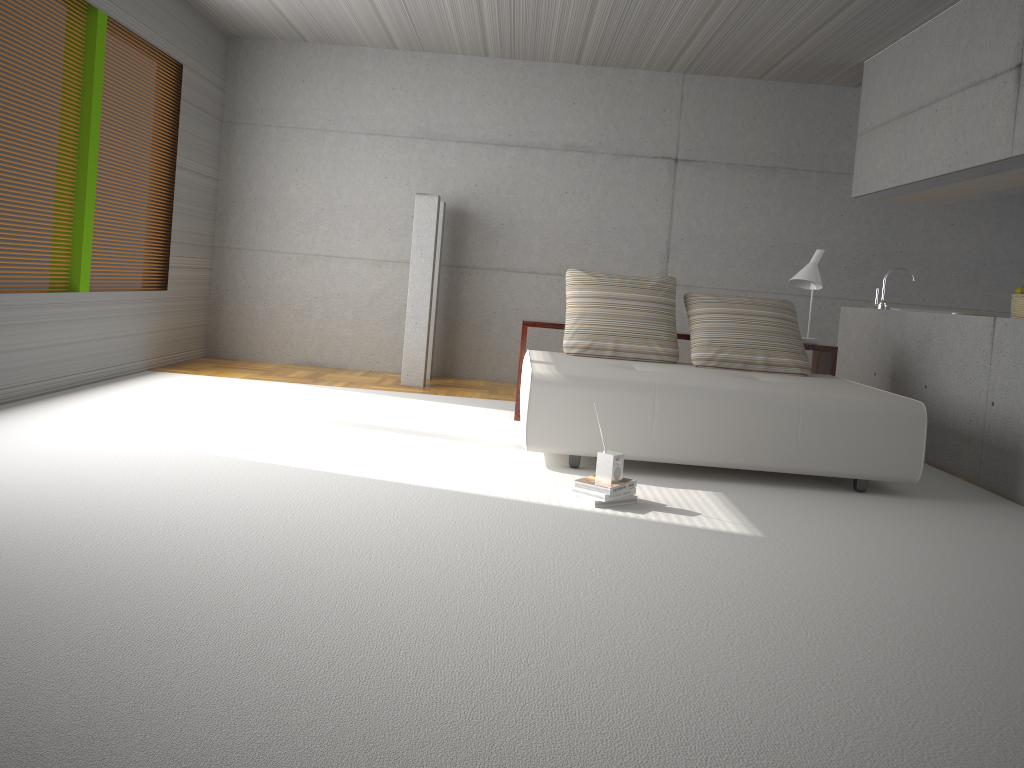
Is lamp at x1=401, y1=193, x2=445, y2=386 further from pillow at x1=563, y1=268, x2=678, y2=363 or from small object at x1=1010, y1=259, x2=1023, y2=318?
small object at x1=1010, y1=259, x2=1023, y2=318

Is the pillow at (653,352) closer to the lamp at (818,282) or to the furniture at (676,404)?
the furniture at (676,404)

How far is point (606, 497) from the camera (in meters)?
4.02

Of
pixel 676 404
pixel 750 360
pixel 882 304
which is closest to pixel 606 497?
pixel 676 404

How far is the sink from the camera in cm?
702

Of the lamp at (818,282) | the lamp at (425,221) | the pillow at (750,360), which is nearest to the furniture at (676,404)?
the pillow at (750,360)

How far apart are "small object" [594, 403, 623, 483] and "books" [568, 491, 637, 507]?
Result: 0.1m

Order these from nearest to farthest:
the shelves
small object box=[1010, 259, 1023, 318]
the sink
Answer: small object box=[1010, 259, 1023, 318]
the shelves
the sink

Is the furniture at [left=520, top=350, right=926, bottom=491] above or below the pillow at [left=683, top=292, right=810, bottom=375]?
below

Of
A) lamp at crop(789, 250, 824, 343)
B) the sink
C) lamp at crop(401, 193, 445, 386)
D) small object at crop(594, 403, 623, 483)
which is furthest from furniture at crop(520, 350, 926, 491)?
lamp at crop(401, 193, 445, 386)
